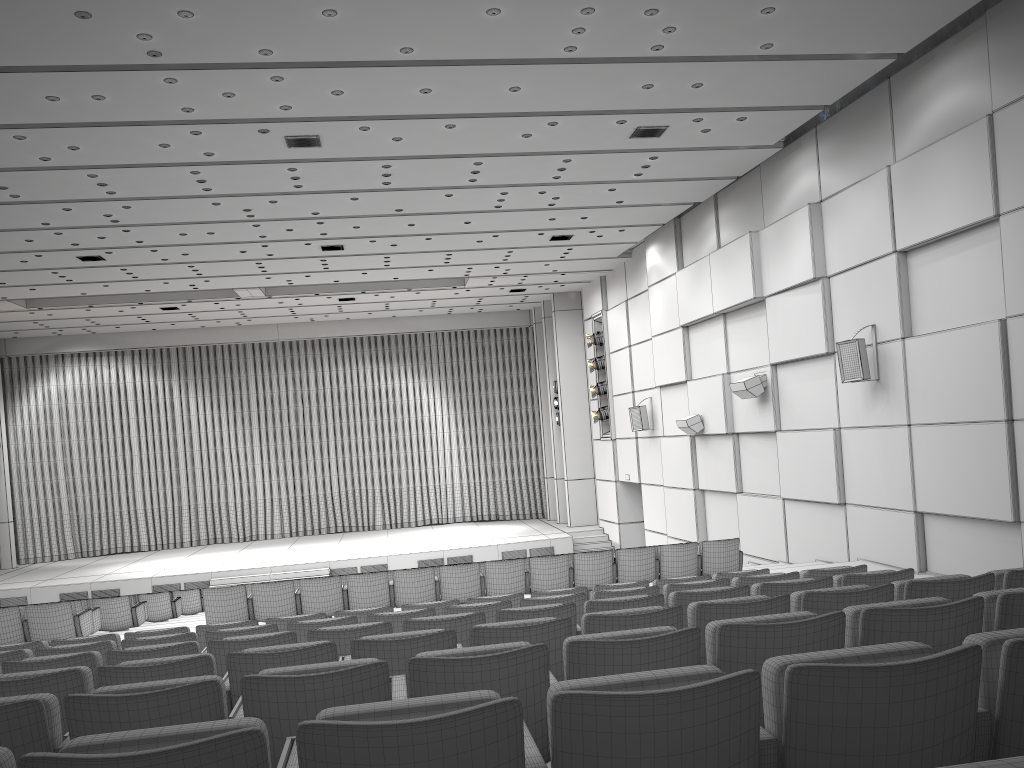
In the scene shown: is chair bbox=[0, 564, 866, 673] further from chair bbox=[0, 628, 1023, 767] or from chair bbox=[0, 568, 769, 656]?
chair bbox=[0, 628, 1023, 767]

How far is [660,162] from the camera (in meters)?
13.50

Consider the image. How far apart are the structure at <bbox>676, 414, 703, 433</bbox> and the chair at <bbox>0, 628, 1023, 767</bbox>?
14.7m

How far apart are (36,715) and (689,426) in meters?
14.9

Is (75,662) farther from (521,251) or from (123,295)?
(123,295)

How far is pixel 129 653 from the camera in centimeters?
483cm

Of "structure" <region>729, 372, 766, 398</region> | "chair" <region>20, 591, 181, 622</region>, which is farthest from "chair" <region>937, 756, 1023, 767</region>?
"chair" <region>20, 591, 181, 622</region>

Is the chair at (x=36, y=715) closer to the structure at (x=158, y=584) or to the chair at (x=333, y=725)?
the chair at (x=333, y=725)

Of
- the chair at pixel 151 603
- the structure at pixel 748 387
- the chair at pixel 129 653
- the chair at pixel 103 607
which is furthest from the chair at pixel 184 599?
the chair at pixel 129 653

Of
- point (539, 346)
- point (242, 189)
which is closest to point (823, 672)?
point (242, 189)
